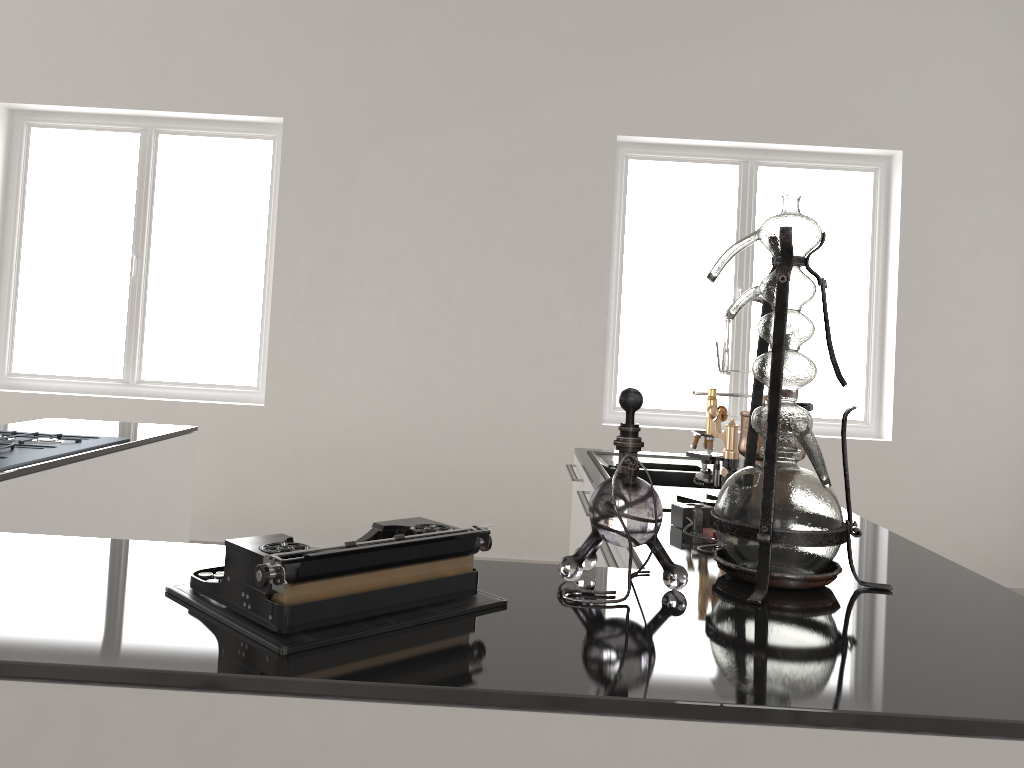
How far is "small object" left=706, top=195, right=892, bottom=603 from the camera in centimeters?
142cm

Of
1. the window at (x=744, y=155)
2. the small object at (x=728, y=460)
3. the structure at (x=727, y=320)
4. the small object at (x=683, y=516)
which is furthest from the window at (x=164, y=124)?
the small object at (x=683, y=516)

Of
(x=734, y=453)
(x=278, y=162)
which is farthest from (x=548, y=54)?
(x=734, y=453)

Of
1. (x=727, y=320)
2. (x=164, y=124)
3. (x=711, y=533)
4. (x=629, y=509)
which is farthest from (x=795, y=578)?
(x=164, y=124)

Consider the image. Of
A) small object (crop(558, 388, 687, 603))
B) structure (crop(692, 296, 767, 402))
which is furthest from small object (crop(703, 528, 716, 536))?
structure (crop(692, 296, 767, 402))

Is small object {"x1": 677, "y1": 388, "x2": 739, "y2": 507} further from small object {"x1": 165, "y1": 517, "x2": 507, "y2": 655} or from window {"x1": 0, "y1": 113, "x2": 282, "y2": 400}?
window {"x1": 0, "y1": 113, "x2": 282, "y2": 400}

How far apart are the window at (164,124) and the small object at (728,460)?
3.8m

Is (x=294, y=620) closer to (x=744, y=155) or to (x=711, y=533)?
(x=711, y=533)

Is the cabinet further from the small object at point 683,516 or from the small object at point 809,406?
the small object at point 809,406

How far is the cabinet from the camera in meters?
1.0
